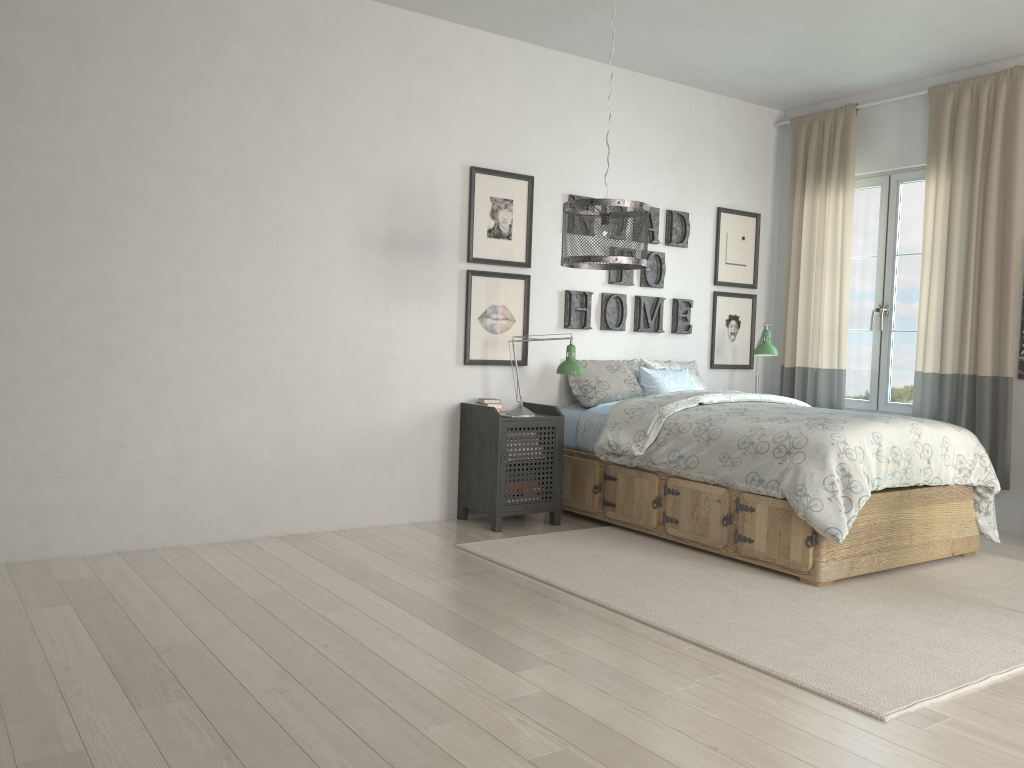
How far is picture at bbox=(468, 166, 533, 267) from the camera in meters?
4.8 m

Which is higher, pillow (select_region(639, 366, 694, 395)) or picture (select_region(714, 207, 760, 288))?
picture (select_region(714, 207, 760, 288))

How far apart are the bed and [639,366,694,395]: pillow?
0.27m

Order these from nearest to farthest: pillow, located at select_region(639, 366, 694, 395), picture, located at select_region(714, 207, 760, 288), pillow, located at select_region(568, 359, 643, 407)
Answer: pillow, located at select_region(568, 359, 643, 407)
pillow, located at select_region(639, 366, 694, 395)
picture, located at select_region(714, 207, 760, 288)

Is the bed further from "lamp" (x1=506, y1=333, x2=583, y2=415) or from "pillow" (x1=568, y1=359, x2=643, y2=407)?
"lamp" (x1=506, y1=333, x2=583, y2=415)

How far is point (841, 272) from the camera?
5.67m

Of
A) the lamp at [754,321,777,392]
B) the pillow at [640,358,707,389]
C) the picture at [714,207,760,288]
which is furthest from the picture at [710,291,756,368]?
the lamp at [754,321,777,392]

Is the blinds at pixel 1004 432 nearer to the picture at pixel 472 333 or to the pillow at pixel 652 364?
the pillow at pixel 652 364

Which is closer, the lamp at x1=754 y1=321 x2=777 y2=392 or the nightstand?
the nightstand

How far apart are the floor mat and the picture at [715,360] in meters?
1.7 m
